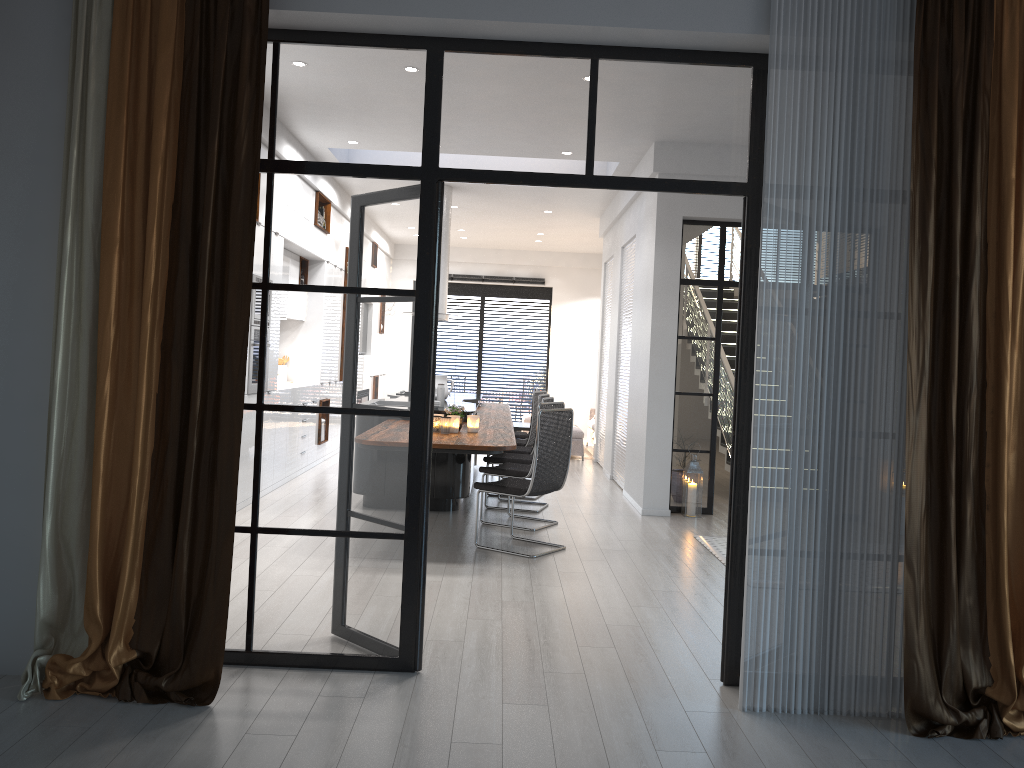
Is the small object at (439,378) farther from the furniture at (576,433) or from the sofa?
the sofa

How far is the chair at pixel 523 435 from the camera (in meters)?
10.41

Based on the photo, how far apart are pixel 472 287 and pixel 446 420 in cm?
1027

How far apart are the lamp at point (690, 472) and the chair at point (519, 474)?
1.5 meters

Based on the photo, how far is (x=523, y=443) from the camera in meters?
9.4

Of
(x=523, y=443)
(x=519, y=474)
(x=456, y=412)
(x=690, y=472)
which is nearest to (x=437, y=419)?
(x=456, y=412)

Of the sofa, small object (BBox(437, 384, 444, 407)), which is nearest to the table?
the sofa

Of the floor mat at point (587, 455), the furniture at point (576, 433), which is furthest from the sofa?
the furniture at point (576, 433)

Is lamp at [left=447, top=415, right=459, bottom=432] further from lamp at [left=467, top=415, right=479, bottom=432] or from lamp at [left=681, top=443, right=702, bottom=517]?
lamp at [left=681, top=443, right=702, bottom=517]

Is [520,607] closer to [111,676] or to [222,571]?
[222,571]
